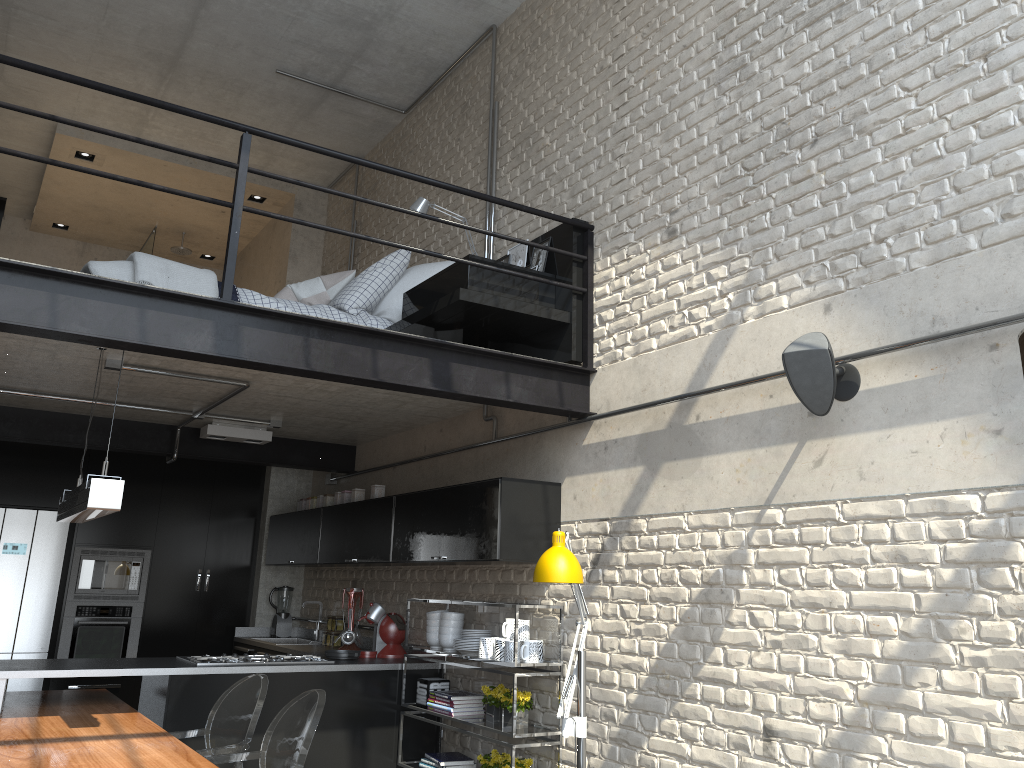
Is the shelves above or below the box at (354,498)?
below

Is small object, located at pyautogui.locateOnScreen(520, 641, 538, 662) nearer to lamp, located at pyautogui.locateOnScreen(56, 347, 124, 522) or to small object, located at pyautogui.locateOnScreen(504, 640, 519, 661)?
small object, located at pyautogui.locateOnScreen(504, 640, 519, 661)

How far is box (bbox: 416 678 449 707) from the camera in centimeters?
524cm

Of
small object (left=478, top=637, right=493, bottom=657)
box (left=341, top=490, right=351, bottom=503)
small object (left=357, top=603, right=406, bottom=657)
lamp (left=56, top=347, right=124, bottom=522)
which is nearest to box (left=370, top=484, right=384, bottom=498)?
box (left=341, top=490, right=351, bottom=503)

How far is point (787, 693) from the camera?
3.4 meters

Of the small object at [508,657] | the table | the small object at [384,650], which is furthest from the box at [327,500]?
the small object at [508,657]

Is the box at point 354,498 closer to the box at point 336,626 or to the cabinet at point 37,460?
the box at point 336,626

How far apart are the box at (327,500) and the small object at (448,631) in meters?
1.8 m

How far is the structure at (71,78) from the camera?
3.54m

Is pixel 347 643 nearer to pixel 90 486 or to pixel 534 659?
pixel 534 659
